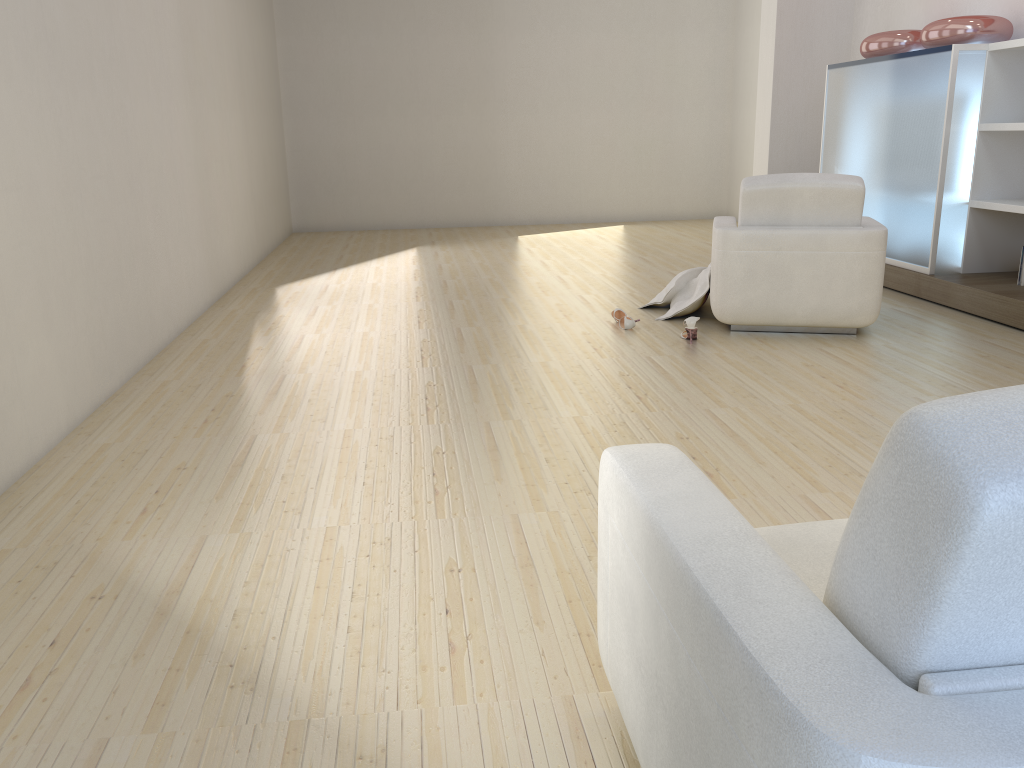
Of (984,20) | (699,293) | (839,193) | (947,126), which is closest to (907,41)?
(984,20)

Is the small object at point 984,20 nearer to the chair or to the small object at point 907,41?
the small object at point 907,41

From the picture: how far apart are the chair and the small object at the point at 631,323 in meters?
0.5

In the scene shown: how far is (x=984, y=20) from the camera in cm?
550

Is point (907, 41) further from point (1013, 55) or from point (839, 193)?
point (839, 193)

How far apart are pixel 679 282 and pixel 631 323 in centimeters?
62cm

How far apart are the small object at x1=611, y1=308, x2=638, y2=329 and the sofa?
3.4m

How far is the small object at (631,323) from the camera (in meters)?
5.06

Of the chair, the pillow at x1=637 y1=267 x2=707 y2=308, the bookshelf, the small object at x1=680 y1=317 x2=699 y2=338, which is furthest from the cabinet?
the small object at x1=680 y1=317 x2=699 y2=338

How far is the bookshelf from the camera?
5.39m
